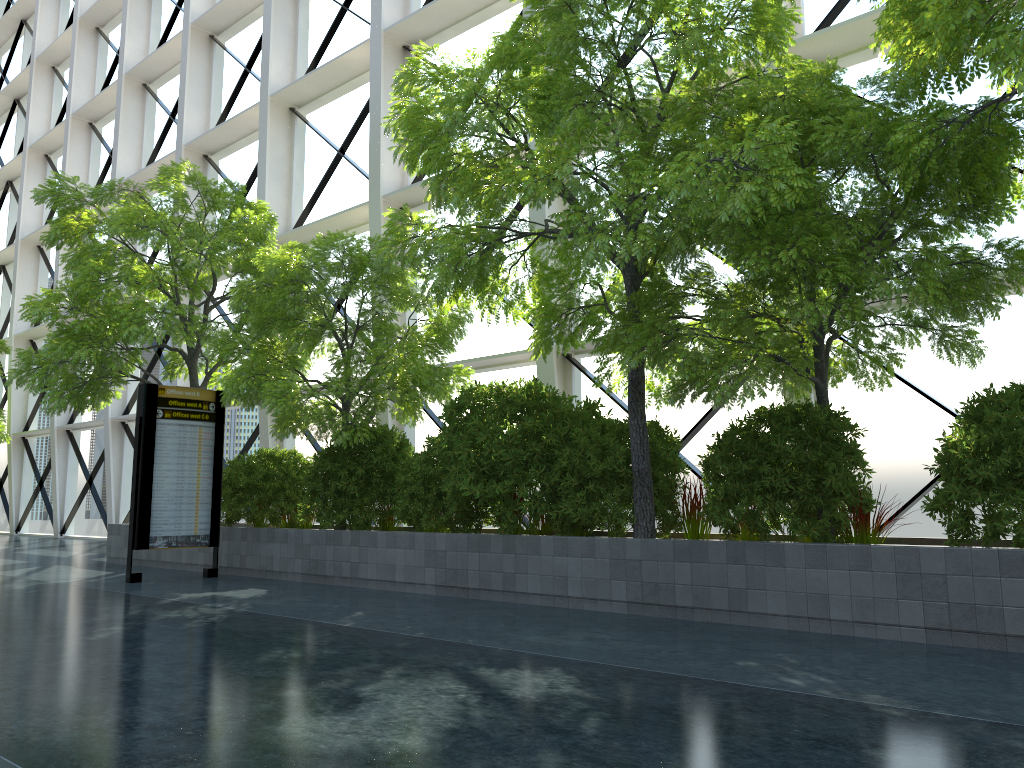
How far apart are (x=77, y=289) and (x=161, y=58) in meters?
14.4

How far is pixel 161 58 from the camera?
25.43m

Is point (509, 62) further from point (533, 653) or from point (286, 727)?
point (286, 727)
